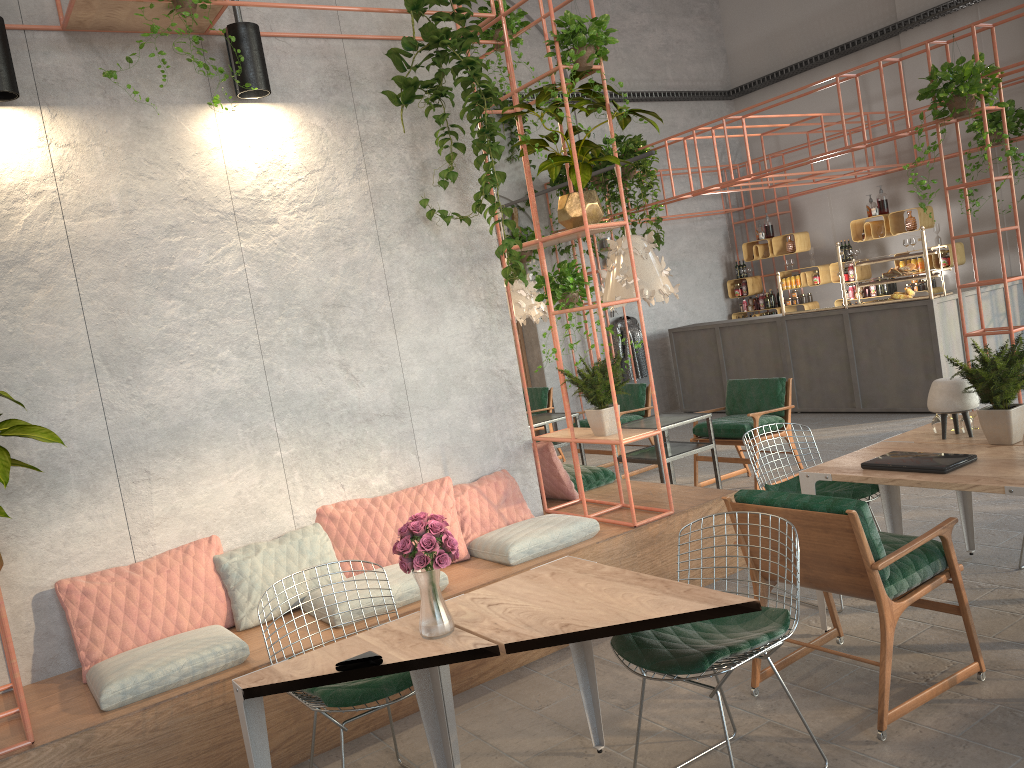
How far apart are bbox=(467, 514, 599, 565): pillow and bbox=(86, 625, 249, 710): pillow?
1.4 meters

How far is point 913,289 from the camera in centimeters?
959cm

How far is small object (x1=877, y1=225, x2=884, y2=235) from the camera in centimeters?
1167cm

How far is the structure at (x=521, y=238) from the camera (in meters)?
11.78

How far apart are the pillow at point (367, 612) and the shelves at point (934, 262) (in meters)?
9.01

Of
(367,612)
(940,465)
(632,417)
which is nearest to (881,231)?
(632,417)

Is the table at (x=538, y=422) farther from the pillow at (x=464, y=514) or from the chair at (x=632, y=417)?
the pillow at (x=464, y=514)

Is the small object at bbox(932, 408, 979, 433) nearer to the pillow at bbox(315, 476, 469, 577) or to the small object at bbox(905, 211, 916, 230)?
the pillow at bbox(315, 476, 469, 577)

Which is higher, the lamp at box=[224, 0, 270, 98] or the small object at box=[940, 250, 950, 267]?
the lamp at box=[224, 0, 270, 98]

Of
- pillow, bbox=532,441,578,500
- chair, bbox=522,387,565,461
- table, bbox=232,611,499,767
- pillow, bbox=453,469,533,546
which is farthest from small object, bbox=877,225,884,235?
table, bbox=232,611,499,767
